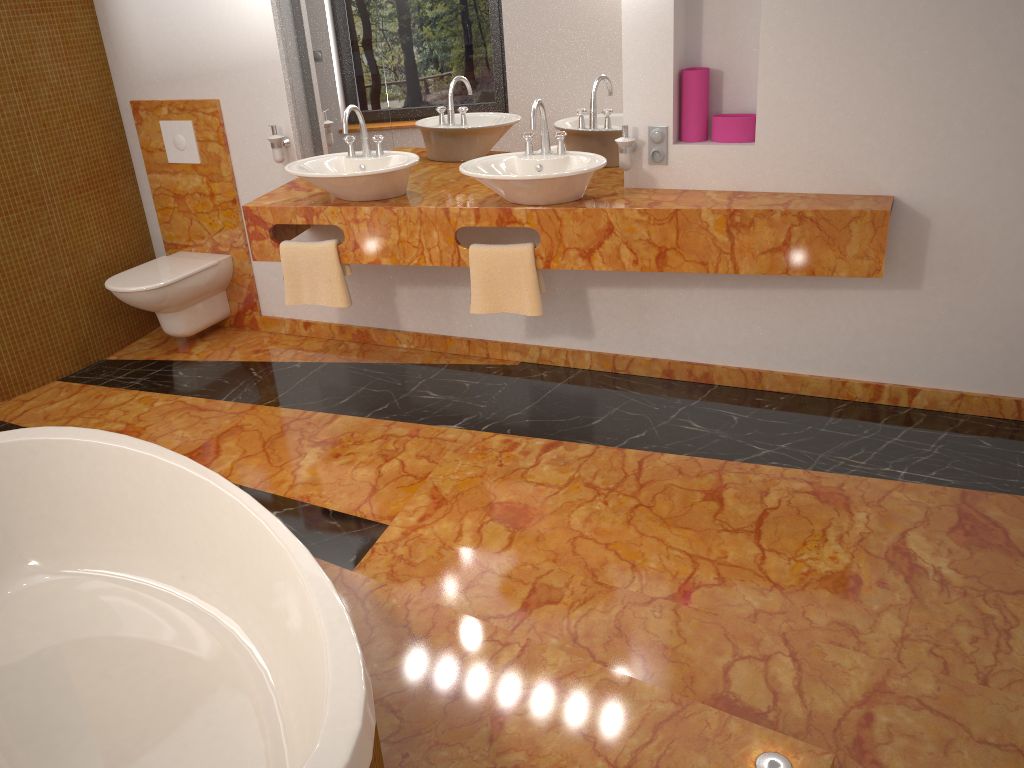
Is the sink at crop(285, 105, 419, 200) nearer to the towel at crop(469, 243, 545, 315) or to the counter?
the counter

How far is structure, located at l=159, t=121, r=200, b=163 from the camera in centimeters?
421cm

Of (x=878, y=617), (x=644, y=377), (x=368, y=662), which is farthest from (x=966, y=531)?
(x=368, y=662)

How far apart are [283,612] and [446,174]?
2.4m

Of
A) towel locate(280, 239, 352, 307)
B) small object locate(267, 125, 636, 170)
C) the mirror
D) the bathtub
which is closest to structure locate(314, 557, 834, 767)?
the bathtub

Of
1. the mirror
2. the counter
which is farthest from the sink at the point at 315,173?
the mirror

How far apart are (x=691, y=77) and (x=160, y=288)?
2.5m

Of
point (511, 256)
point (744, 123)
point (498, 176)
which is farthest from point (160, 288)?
point (744, 123)

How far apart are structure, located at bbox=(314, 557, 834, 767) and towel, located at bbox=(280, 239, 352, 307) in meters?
1.4

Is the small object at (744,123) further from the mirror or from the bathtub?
the bathtub
